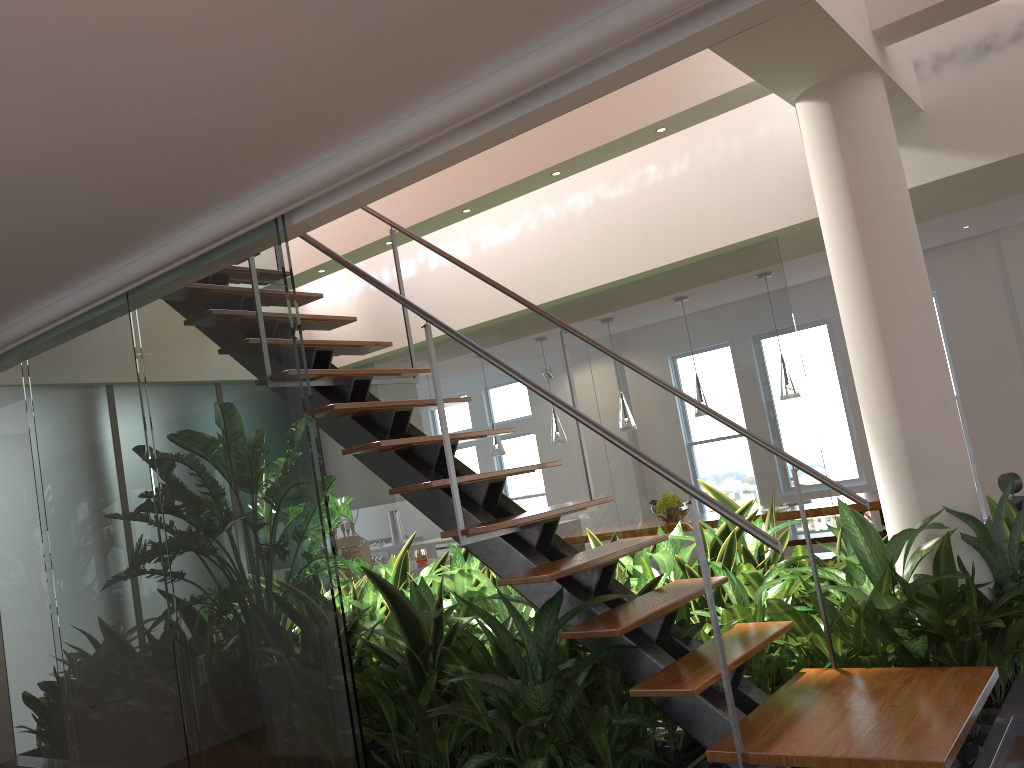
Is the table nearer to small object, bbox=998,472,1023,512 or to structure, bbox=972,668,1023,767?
small object, bbox=998,472,1023,512

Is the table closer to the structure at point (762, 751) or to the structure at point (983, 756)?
the structure at point (983, 756)

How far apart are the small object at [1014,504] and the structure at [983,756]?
1.45m

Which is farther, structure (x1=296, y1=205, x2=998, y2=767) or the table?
the table

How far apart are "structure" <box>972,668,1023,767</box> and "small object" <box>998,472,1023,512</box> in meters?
1.5

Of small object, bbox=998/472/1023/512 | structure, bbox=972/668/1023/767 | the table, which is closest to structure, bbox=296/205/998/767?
structure, bbox=972/668/1023/767

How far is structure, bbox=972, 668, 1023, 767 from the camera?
2.37m

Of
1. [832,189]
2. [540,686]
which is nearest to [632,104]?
[832,189]

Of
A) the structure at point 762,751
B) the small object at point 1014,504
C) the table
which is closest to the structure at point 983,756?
the structure at point 762,751

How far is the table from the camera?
6.3 meters
